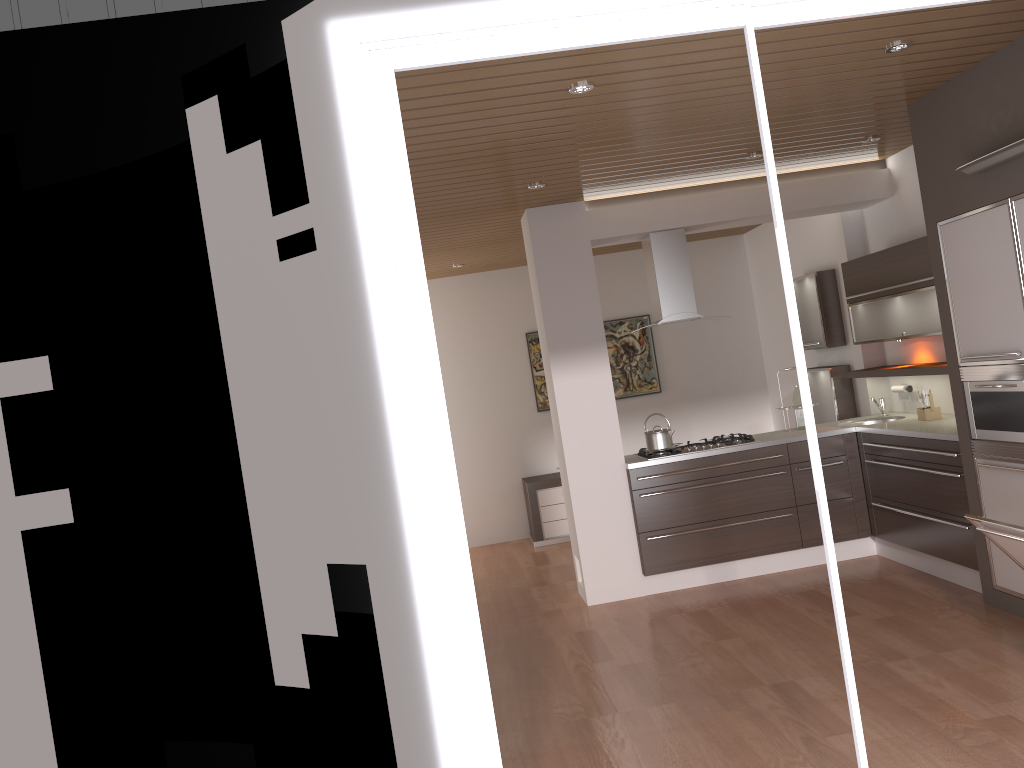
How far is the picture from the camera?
8.9 meters

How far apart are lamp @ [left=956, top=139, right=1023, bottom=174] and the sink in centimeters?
253cm

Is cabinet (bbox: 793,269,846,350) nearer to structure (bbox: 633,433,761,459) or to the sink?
the sink

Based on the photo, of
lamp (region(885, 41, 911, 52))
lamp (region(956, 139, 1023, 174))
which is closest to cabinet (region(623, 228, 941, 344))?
lamp (region(956, 139, 1023, 174))

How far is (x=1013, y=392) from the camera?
4.2m

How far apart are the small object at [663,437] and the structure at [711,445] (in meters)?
0.05

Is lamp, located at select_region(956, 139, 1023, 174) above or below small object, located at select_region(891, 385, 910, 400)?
above

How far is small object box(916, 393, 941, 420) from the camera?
5.7m

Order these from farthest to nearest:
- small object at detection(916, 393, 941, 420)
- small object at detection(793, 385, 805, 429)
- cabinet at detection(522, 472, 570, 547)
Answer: cabinet at detection(522, 472, 570, 547)
small object at detection(793, 385, 805, 429)
small object at detection(916, 393, 941, 420)

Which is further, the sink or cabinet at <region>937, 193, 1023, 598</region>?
the sink
